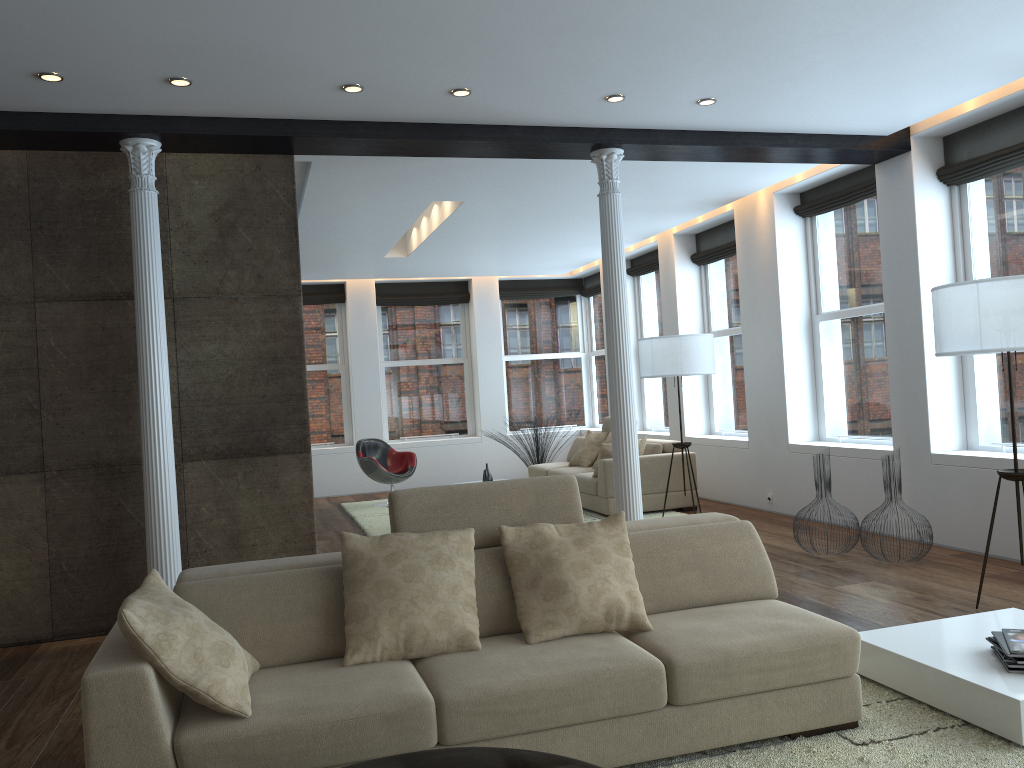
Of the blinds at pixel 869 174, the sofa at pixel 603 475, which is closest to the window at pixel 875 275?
the blinds at pixel 869 174

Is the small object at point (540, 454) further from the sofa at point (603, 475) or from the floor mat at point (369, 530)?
the floor mat at point (369, 530)

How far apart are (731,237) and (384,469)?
4.80m

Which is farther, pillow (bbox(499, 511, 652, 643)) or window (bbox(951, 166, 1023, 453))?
window (bbox(951, 166, 1023, 453))

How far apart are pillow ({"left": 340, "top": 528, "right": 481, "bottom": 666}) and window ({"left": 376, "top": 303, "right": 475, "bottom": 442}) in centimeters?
961cm

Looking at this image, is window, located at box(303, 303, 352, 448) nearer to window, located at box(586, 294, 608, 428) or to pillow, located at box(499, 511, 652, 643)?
A: window, located at box(586, 294, 608, 428)

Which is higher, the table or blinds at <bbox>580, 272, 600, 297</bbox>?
blinds at <bbox>580, 272, 600, 297</bbox>

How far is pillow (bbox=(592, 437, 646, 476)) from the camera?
8.8m

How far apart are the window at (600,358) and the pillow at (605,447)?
4.39m

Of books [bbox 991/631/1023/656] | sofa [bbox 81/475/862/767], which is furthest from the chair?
books [bbox 991/631/1023/656]
